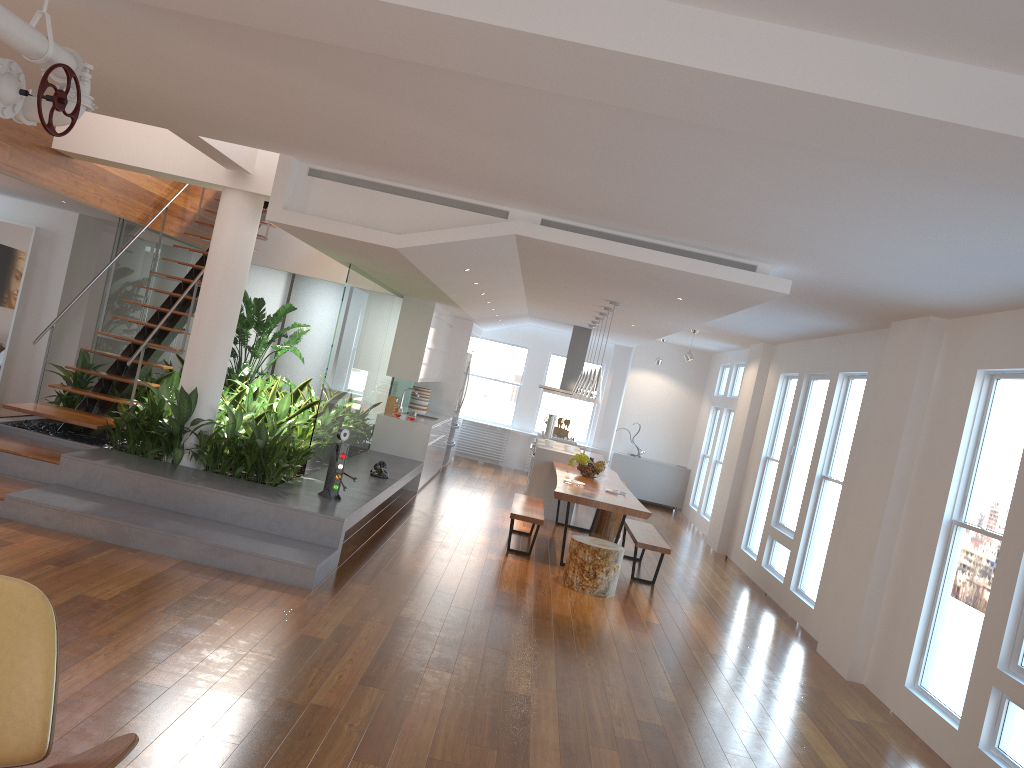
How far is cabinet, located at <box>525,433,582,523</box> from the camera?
10.8m

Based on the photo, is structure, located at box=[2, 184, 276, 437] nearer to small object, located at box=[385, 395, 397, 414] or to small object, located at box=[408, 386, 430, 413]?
small object, located at box=[385, 395, 397, 414]

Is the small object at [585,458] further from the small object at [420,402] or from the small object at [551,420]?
the small object at [420,402]

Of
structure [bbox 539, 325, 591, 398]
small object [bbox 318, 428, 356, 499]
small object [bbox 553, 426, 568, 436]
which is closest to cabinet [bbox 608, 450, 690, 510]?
small object [bbox 553, 426, 568, 436]

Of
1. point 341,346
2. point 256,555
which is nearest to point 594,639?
point 256,555

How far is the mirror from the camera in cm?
1015

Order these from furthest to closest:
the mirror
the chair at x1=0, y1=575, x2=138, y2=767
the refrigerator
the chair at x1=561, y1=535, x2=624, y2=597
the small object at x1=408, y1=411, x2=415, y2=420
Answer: the refrigerator, the small object at x1=408, y1=411, x2=415, y2=420, the mirror, the chair at x1=561, y1=535, x2=624, y2=597, the chair at x1=0, y1=575, x2=138, y2=767

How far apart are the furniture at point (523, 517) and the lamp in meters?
1.2 m

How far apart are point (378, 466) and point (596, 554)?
2.4 meters

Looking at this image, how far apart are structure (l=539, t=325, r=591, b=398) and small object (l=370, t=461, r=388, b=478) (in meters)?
4.52
